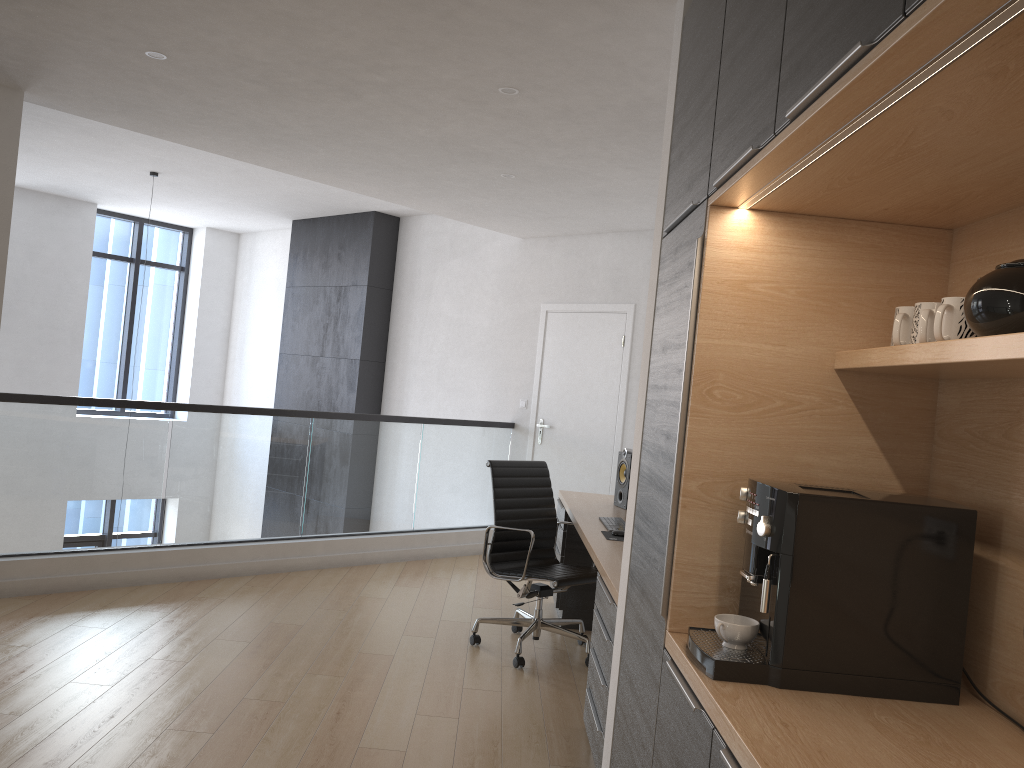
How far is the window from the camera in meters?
10.5

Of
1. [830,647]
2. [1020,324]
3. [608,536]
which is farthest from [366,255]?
[1020,324]

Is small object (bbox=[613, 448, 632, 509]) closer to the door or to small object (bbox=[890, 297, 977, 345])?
the door

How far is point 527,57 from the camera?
3.51m

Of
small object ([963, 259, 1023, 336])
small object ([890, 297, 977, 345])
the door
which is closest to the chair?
the door

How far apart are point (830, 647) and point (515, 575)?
2.9m

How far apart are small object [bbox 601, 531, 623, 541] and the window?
8.3 meters

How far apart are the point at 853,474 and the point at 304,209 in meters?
7.8

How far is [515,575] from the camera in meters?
4.6

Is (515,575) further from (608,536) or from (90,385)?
(90,385)
